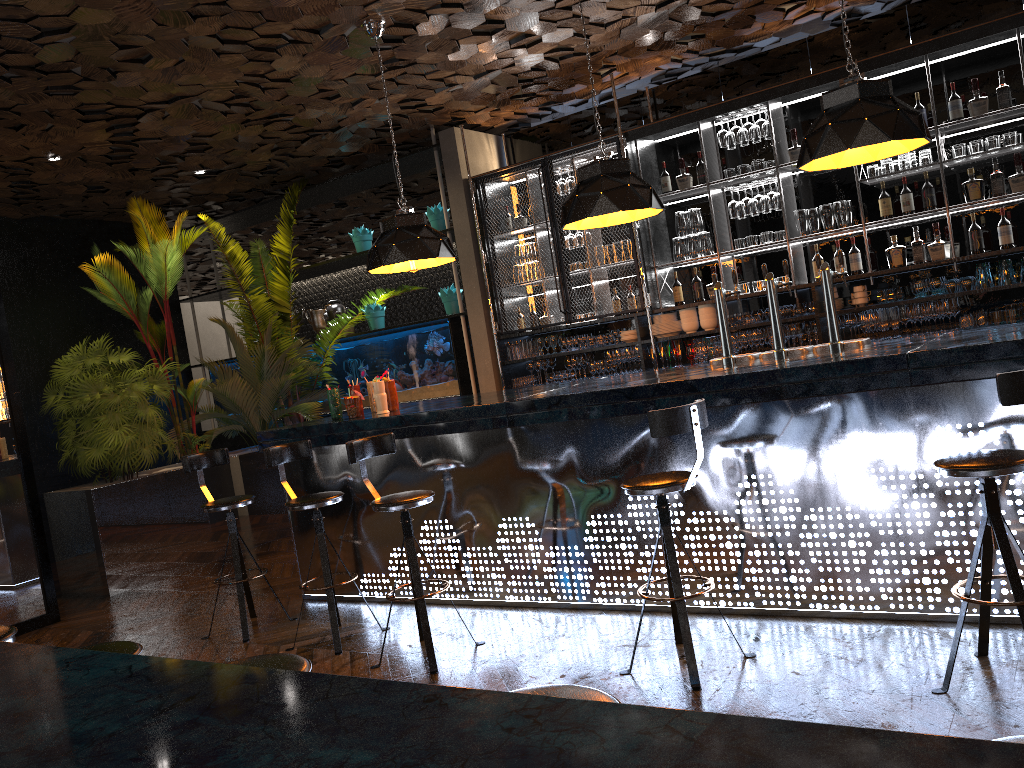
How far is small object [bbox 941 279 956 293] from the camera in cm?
620

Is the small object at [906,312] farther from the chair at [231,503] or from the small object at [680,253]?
the chair at [231,503]

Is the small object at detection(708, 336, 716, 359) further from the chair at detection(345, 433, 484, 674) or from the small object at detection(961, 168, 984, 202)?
the chair at detection(345, 433, 484, 674)

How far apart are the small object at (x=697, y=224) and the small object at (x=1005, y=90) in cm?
229

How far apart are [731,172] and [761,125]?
0.44m

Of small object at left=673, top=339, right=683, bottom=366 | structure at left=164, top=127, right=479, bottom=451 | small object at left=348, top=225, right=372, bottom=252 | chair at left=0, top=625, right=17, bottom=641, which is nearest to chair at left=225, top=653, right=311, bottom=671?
chair at left=0, top=625, right=17, bottom=641

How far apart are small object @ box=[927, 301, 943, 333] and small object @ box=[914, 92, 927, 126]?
1.4m

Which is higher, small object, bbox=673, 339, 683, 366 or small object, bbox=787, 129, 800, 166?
small object, bbox=787, 129, 800, 166

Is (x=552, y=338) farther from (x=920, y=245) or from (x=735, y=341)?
(x=920, y=245)

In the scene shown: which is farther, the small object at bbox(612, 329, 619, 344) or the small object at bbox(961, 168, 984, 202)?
the small object at bbox(612, 329, 619, 344)
